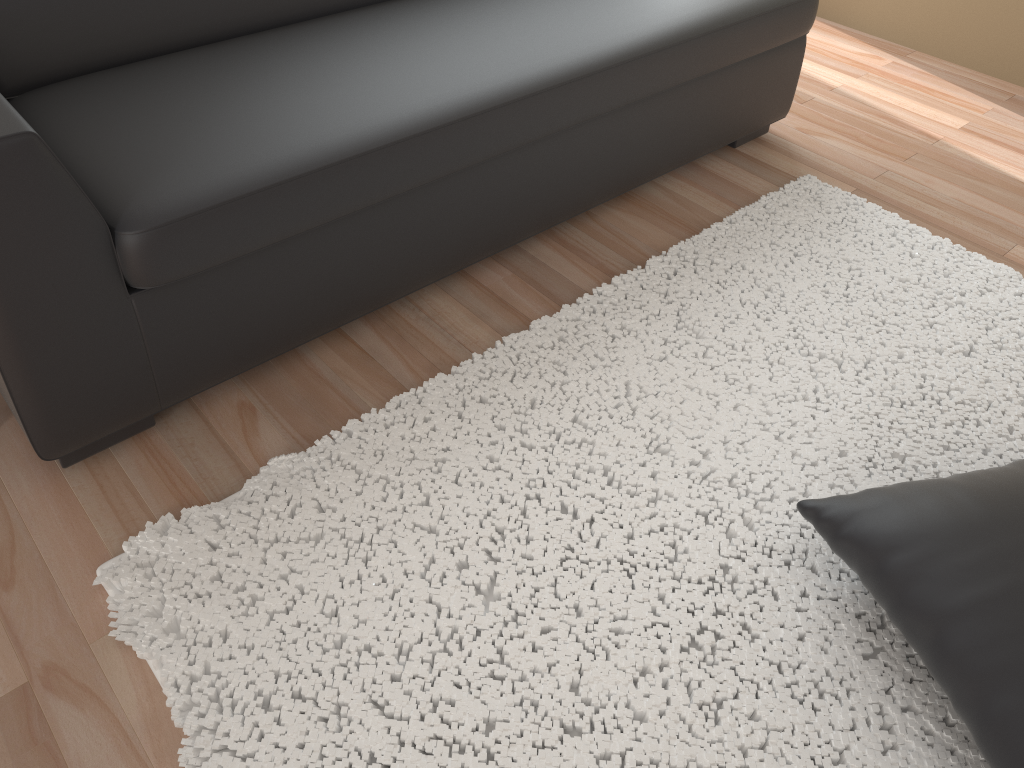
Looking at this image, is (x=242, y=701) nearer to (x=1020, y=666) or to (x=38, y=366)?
(x=38, y=366)

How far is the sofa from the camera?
1.4m

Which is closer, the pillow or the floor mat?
the pillow

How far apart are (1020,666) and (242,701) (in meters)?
1.07

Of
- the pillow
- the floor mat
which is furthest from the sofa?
the pillow

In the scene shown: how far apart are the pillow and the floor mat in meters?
0.1

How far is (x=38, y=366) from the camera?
1.40m

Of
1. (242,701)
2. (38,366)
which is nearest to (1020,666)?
(242,701)

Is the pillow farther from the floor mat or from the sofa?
→ the sofa

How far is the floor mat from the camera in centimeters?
127cm
